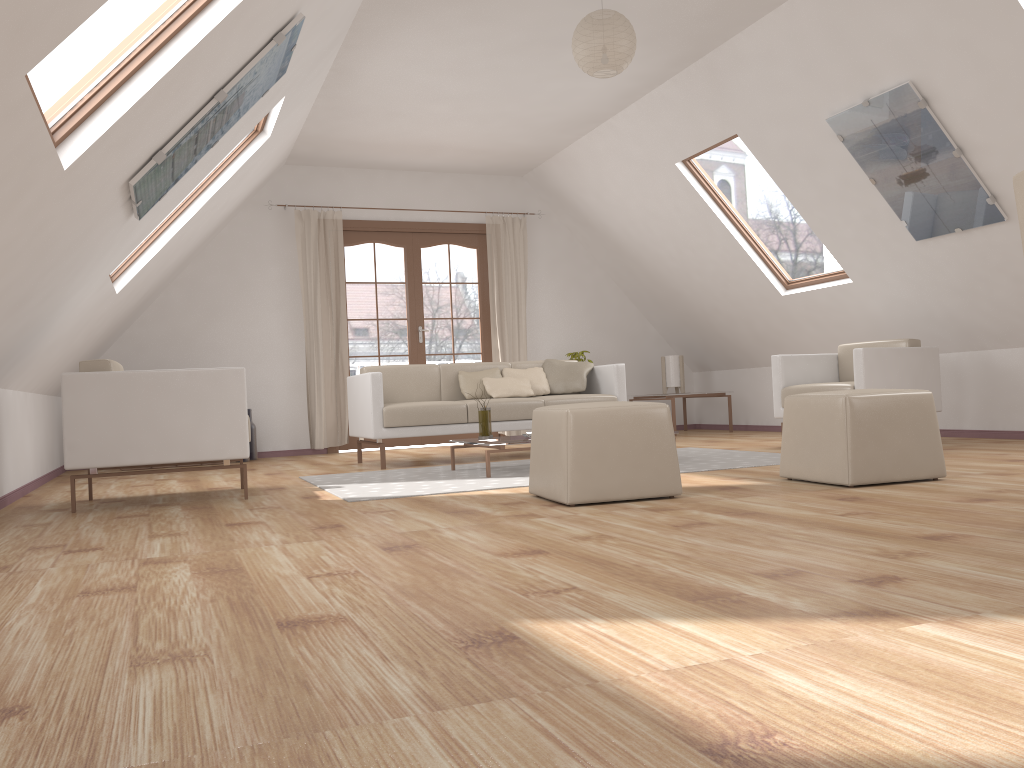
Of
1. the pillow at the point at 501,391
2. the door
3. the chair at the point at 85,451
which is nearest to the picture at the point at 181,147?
the chair at the point at 85,451

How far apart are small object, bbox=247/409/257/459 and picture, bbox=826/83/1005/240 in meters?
5.1 m

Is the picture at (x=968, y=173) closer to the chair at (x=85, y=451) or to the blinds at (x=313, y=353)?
the chair at (x=85, y=451)

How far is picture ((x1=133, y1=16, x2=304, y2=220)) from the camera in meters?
3.6 m

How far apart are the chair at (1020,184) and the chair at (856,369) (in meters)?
3.15

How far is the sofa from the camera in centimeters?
579cm

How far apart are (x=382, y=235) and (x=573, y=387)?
2.7 meters

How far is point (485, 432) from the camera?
5.13m

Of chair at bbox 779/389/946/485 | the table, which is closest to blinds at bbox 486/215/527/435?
the table

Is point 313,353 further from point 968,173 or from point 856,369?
point 968,173
